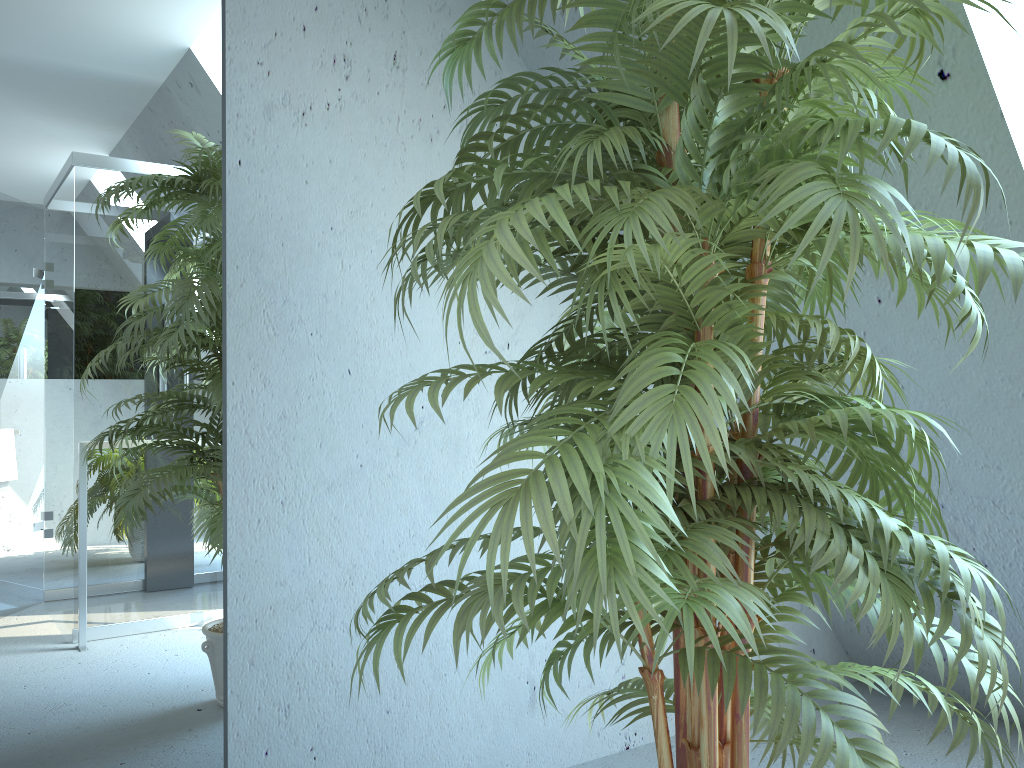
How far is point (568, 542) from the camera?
0.9m

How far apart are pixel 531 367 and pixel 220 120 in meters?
1.0 m

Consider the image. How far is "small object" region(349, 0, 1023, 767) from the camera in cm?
90

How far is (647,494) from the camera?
0.9m

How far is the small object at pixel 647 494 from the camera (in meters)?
0.90
